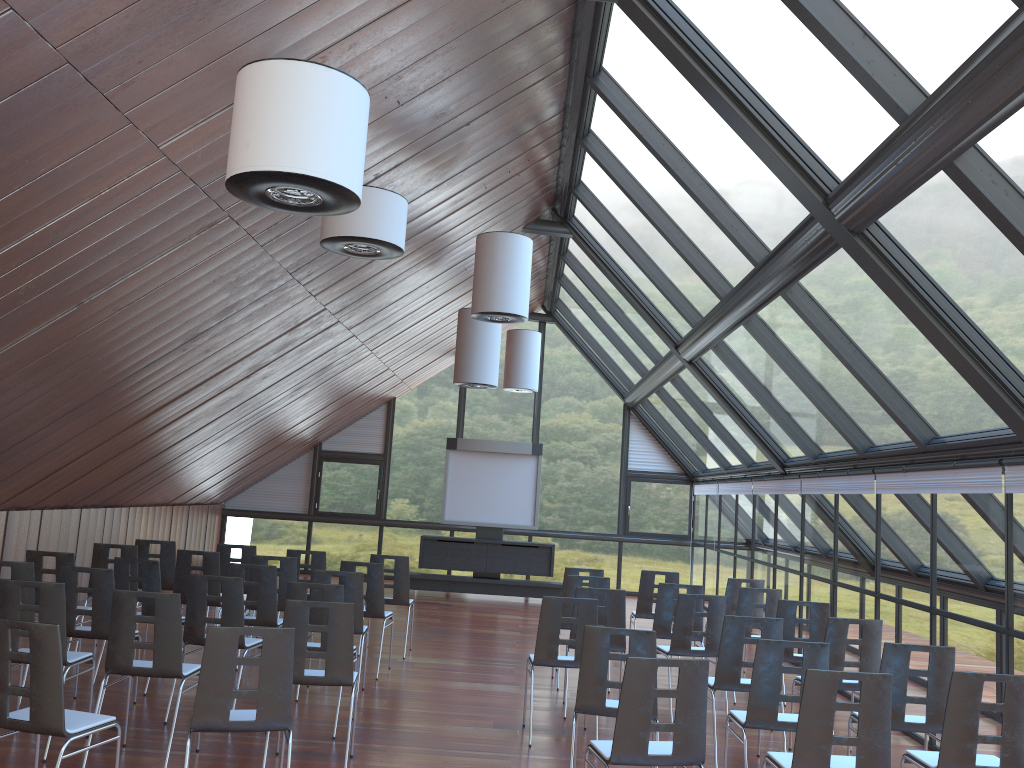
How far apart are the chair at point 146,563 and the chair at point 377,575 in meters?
1.9 m

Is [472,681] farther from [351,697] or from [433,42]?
A: [433,42]

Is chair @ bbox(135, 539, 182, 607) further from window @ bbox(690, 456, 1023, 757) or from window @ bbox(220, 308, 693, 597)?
window @ bbox(220, 308, 693, 597)

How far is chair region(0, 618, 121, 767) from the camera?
4.6 meters

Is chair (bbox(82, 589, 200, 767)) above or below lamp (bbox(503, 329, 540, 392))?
below

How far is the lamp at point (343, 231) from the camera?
6.8m

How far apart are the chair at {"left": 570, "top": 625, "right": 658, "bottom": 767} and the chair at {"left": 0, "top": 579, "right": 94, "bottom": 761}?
3.60m

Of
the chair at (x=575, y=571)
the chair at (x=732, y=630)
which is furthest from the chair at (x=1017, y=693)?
the chair at (x=575, y=571)

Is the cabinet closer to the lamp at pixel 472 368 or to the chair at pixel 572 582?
the lamp at pixel 472 368

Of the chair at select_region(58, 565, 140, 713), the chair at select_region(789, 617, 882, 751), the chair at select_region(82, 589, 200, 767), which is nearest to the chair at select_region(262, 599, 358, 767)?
the chair at select_region(82, 589, 200, 767)
